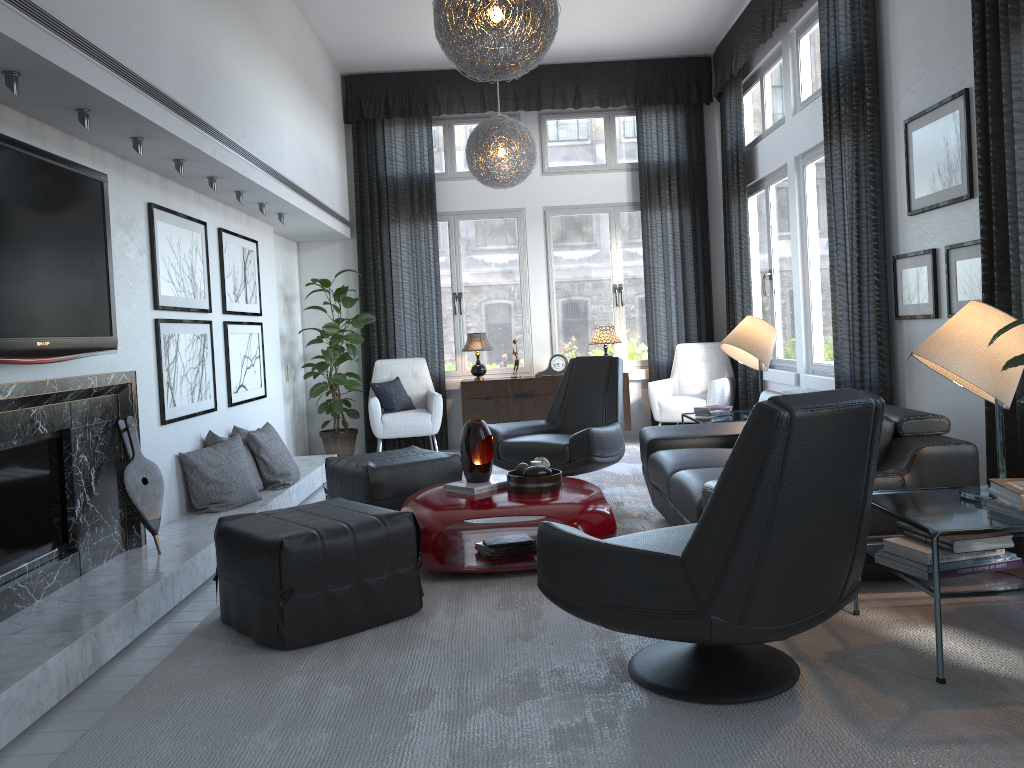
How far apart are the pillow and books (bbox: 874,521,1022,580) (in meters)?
4.96

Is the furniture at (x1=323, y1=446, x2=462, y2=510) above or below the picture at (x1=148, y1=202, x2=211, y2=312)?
below

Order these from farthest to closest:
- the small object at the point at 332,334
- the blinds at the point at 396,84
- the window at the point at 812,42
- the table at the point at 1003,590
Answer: the blinds at the point at 396,84 → the small object at the point at 332,334 → the window at the point at 812,42 → the table at the point at 1003,590

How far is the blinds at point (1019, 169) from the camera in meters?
3.2 m

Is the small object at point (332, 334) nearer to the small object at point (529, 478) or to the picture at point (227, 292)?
the picture at point (227, 292)

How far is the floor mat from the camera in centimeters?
211cm

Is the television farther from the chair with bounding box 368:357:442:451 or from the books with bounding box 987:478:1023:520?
the chair with bounding box 368:357:442:451

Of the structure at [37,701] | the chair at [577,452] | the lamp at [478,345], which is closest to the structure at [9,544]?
the structure at [37,701]

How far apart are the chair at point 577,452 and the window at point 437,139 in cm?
210

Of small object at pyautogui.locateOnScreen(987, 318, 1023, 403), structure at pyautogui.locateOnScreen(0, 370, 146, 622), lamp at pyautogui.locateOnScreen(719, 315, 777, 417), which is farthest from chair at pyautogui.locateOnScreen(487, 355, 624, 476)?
small object at pyautogui.locateOnScreen(987, 318, 1023, 403)
